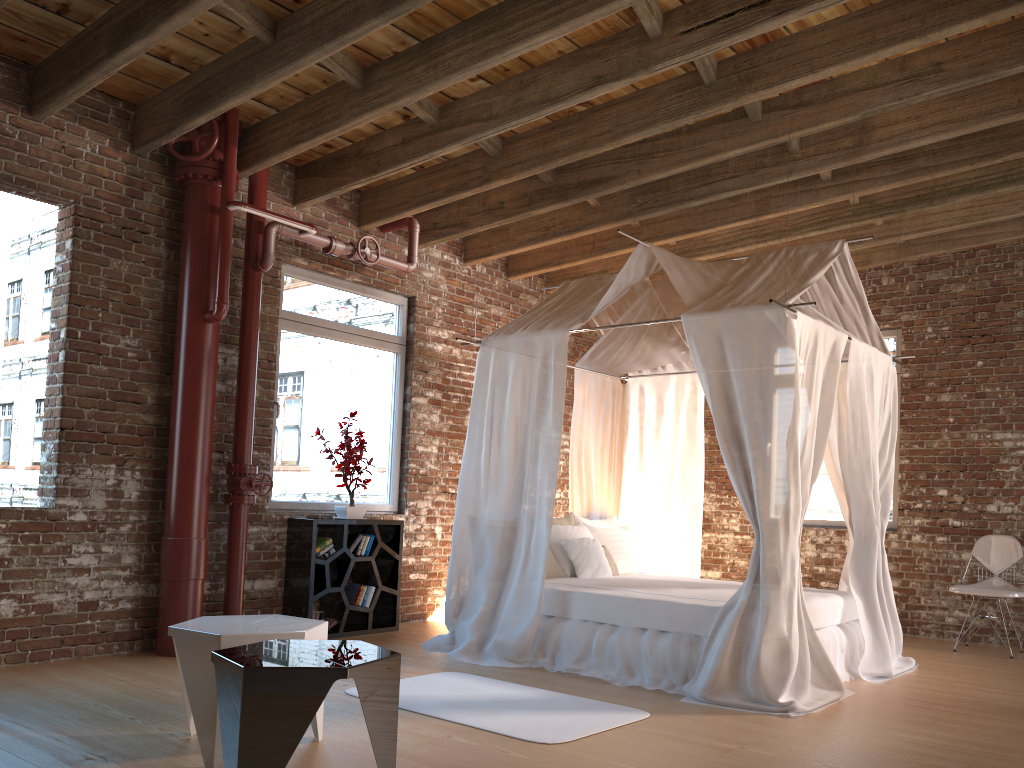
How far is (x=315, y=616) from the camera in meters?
6.1

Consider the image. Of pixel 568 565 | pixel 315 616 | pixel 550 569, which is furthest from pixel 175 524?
pixel 568 565

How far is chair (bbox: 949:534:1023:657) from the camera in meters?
6.4 m

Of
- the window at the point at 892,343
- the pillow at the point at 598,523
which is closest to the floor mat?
the pillow at the point at 598,523

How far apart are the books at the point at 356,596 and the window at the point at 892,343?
4.0 meters

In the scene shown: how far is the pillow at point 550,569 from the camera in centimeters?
598cm

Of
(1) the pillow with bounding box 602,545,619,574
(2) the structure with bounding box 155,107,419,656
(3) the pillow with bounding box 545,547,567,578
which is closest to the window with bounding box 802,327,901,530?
(1) the pillow with bounding box 602,545,619,574

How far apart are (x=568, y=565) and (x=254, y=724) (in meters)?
3.71

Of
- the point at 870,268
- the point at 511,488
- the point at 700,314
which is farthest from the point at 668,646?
the point at 870,268

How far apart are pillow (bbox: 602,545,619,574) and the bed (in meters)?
0.19
